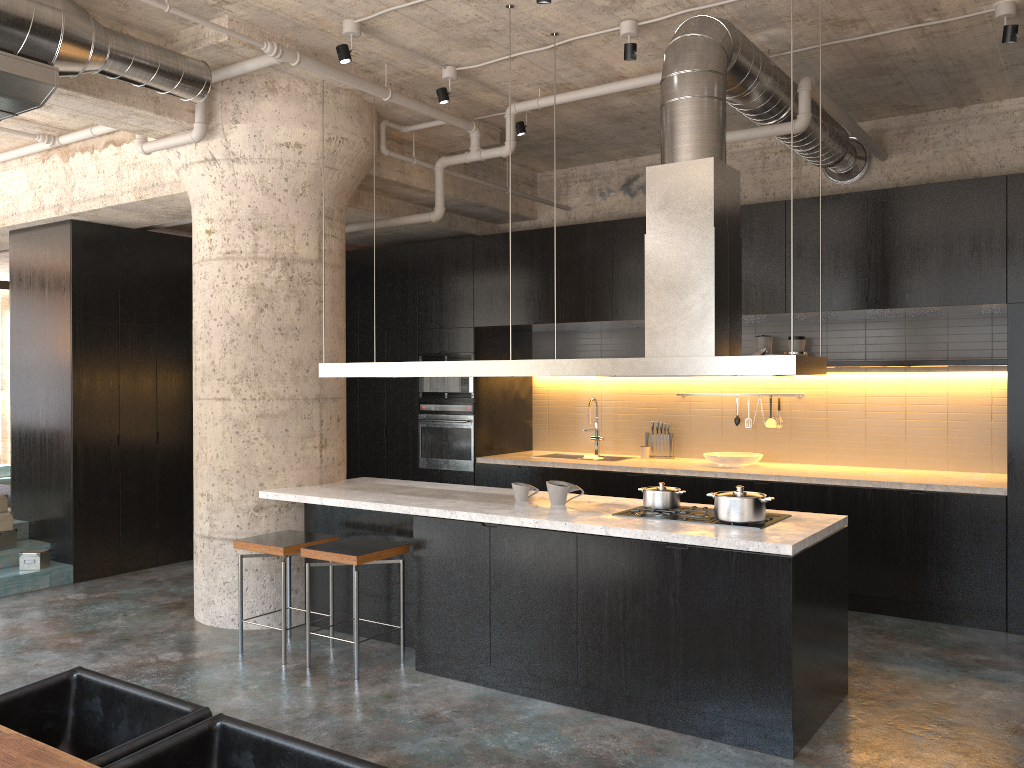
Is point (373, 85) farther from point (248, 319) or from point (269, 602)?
point (269, 602)

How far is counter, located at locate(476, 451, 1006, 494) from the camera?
6.2m

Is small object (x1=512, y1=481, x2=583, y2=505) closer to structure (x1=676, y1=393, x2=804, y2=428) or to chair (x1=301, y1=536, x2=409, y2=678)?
chair (x1=301, y1=536, x2=409, y2=678)

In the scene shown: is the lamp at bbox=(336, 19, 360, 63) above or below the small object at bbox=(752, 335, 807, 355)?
above

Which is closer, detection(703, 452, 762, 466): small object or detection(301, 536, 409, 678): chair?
detection(301, 536, 409, 678): chair

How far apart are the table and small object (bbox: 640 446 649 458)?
6.32m

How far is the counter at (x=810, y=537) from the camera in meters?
4.1 m

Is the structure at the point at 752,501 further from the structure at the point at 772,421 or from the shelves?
the structure at the point at 772,421

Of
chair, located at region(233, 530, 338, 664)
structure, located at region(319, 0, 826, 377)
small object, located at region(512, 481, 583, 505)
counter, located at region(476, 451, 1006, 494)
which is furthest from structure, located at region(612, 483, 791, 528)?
counter, located at region(476, 451, 1006, 494)

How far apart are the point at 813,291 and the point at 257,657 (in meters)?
4.59
